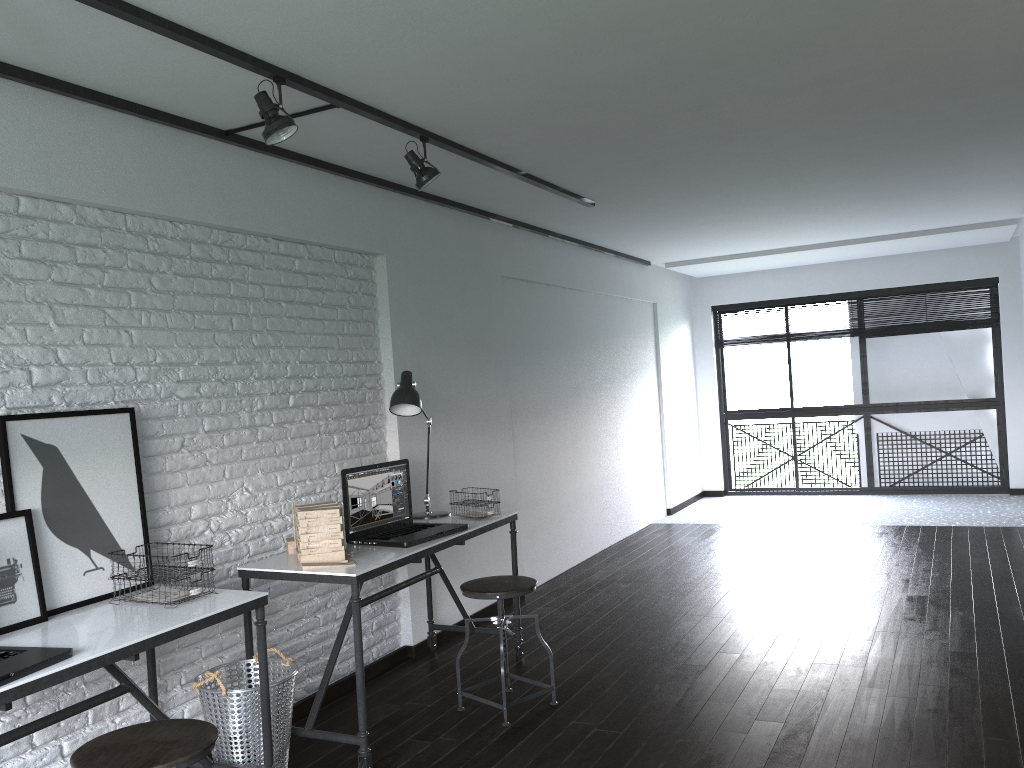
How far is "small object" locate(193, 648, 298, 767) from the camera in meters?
3.0

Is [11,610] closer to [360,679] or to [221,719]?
[221,719]

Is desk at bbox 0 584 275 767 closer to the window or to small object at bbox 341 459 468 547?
small object at bbox 341 459 468 547

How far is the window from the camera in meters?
8.4 m

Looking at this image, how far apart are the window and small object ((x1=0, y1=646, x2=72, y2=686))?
8.1 meters

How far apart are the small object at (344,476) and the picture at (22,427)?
0.9m

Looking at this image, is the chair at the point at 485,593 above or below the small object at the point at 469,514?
below

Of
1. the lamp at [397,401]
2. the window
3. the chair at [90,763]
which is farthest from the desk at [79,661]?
the window

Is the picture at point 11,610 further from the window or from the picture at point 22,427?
the window

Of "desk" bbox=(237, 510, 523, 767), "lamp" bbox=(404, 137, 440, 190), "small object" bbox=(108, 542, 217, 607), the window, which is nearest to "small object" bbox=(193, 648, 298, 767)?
"desk" bbox=(237, 510, 523, 767)
